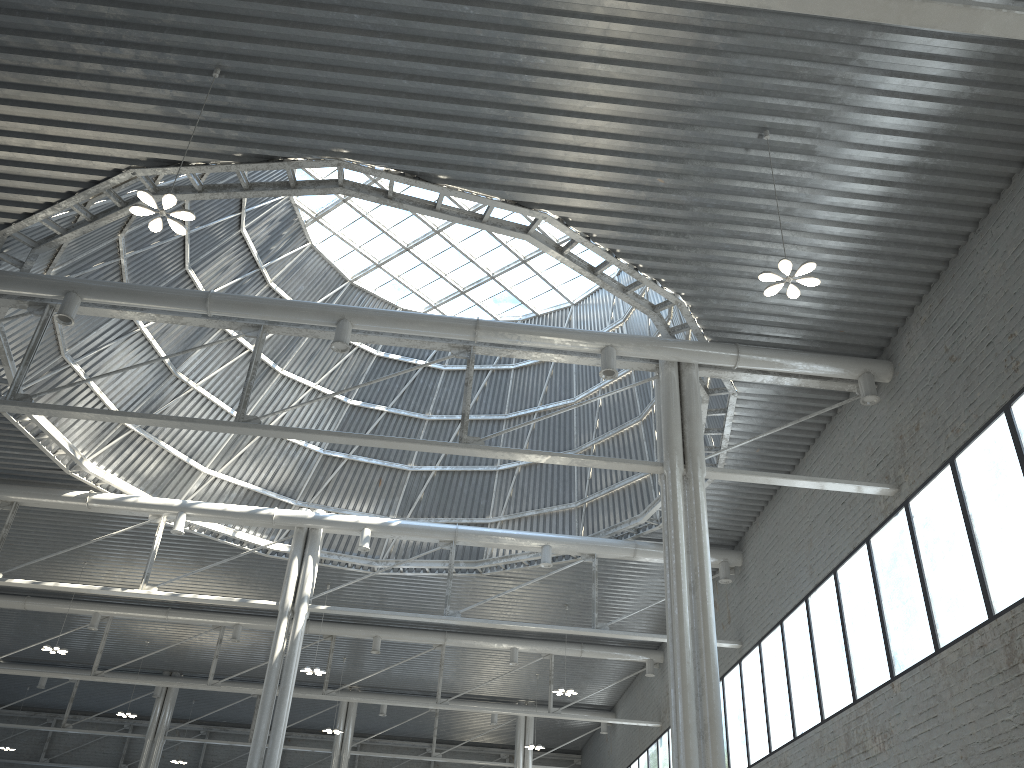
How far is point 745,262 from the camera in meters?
21.4 m
